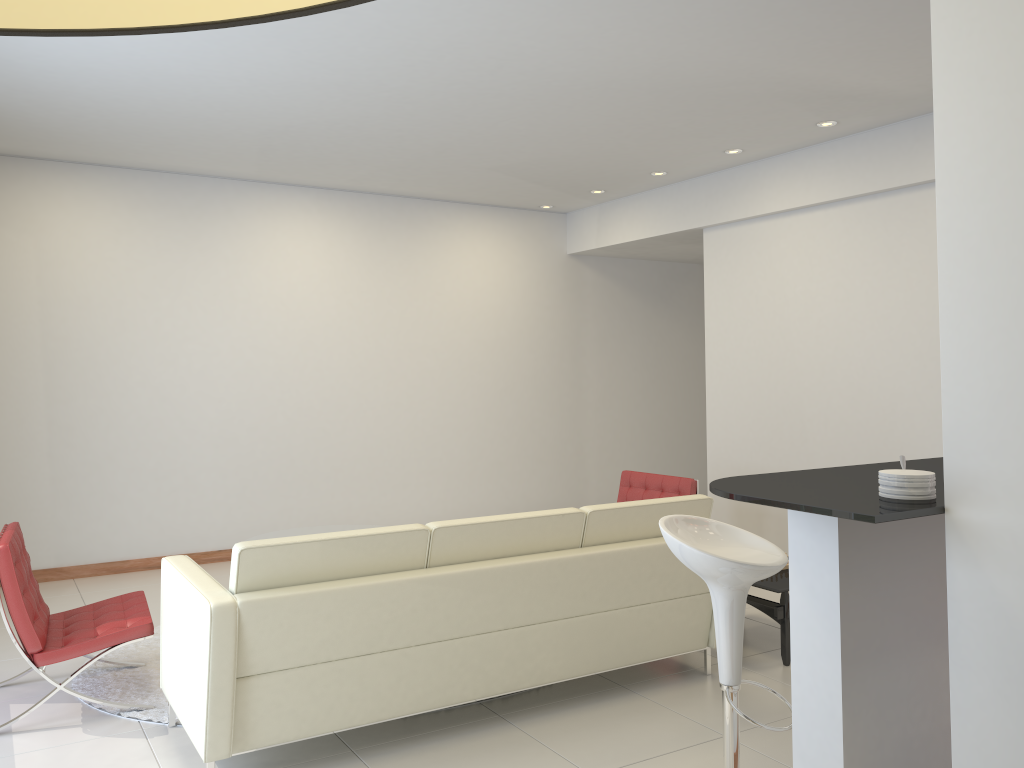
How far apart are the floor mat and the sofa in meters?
0.1 m

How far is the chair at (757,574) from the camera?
3.0m

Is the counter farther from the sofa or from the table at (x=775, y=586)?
the table at (x=775, y=586)

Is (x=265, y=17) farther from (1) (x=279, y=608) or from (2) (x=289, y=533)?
(2) (x=289, y=533)

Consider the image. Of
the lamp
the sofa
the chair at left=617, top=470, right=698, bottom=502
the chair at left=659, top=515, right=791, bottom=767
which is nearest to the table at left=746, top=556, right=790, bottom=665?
the sofa

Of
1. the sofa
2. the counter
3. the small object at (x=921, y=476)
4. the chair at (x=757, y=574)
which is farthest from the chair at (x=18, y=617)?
the small object at (x=921, y=476)

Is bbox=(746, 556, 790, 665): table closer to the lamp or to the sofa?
the sofa

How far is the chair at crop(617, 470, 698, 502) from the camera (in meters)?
6.09

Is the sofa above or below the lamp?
below

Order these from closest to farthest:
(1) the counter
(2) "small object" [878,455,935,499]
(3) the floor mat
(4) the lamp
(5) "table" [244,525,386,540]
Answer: (4) the lamp
(1) the counter
(2) "small object" [878,455,935,499]
(3) the floor mat
(5) "table" [244,525,386,540]
